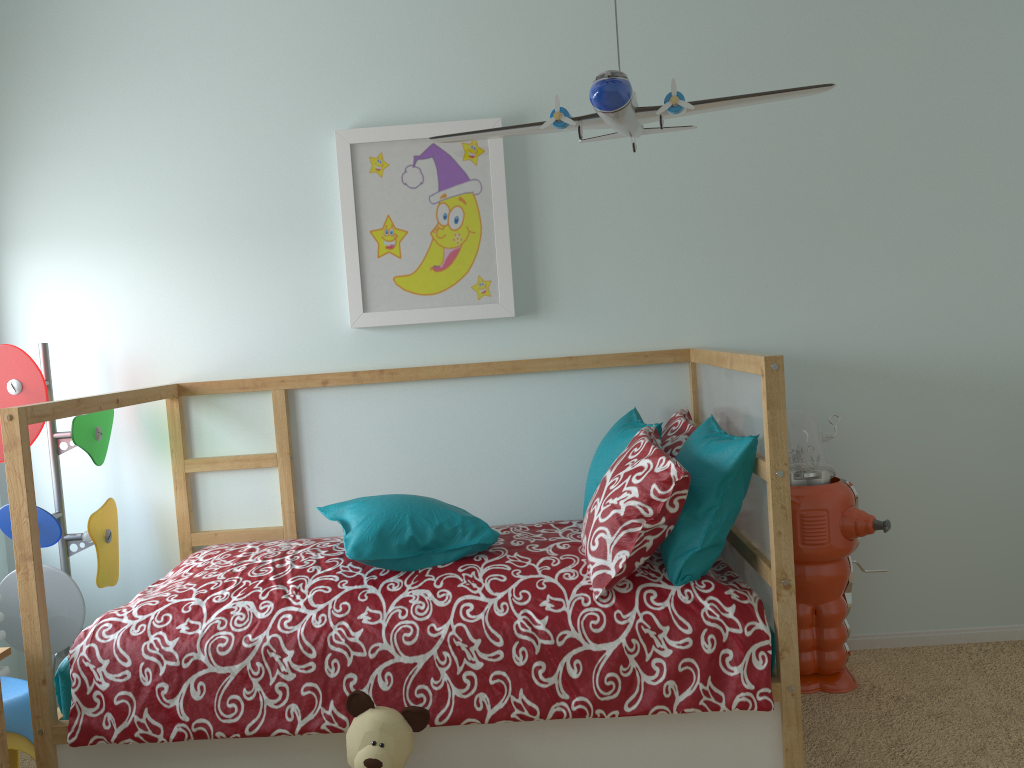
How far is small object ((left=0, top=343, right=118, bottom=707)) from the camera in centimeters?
245cm

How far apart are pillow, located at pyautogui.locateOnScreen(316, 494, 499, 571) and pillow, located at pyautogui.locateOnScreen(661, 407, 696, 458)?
0.54m

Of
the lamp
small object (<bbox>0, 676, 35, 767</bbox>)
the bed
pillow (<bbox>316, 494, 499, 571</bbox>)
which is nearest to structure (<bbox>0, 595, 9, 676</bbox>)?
small object (<bbox>0, 676, 35, 767</bbox>)

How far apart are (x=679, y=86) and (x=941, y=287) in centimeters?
100cm

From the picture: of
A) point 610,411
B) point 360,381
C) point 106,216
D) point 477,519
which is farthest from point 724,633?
point 106,216

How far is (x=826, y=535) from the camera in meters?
2.4

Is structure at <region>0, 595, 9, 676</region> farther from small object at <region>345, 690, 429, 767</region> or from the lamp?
the lamp

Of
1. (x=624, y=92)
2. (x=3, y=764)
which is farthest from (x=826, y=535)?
(x=3, y=764)

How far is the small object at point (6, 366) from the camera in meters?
2.5 m

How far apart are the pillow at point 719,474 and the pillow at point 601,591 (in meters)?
0.01
